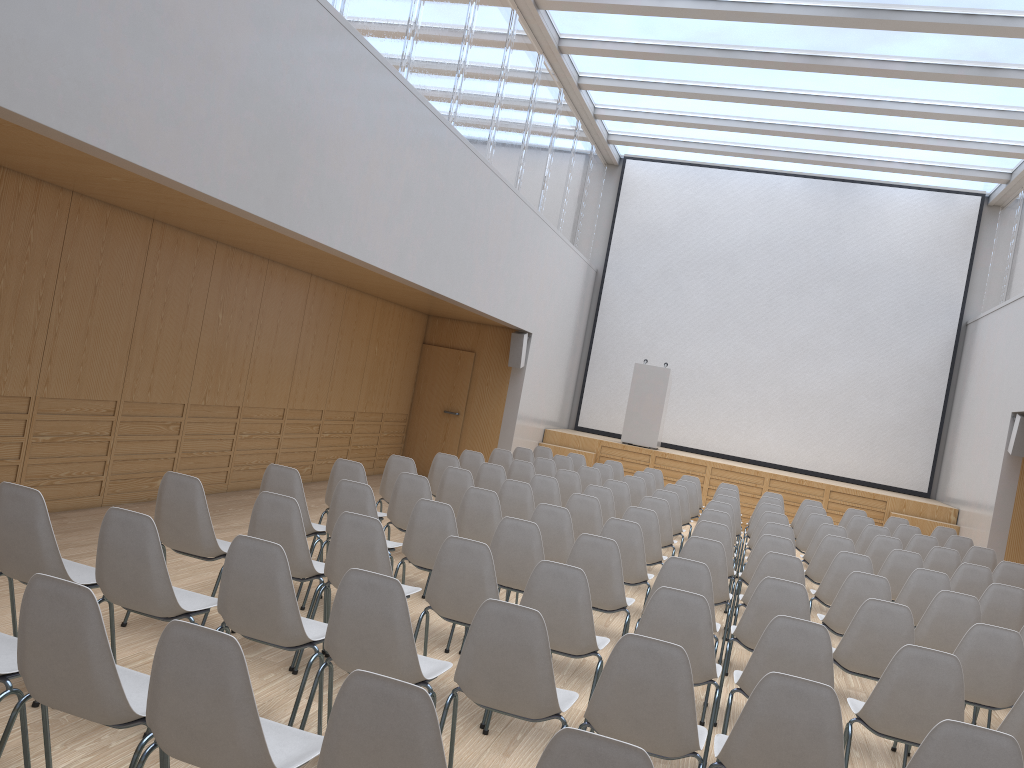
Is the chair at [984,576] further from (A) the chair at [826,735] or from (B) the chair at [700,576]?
(A) the chair at [826,735]

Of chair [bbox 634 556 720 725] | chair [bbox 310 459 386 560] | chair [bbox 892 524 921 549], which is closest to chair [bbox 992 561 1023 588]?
chair [bbox 892 524 921 549]

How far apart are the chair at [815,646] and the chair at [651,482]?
6.7m

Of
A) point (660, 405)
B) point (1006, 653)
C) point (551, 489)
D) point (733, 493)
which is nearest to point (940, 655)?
point (1006, 653)

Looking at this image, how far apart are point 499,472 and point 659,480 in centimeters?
415cm

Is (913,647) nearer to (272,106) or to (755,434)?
(272,106)

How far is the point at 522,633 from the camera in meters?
3.2 m

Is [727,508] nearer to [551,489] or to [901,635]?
[551,489]

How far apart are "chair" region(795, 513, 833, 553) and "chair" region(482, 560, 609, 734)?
5.69m

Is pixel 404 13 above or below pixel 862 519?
above
